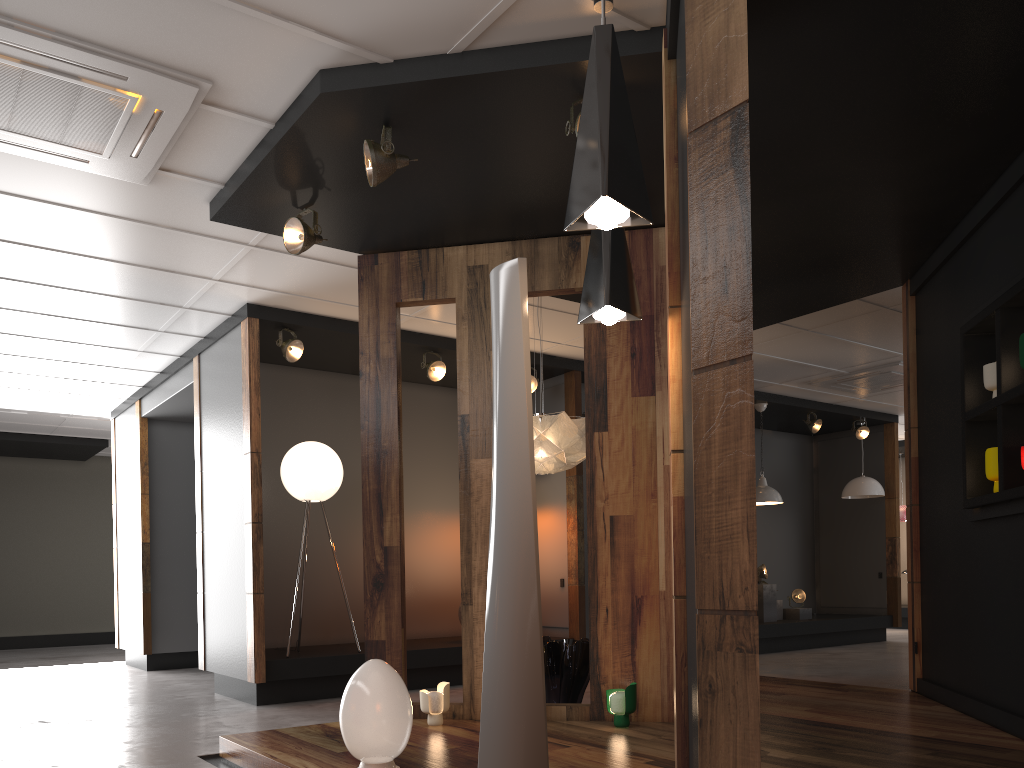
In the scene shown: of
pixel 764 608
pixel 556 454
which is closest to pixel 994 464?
pixel 556 454

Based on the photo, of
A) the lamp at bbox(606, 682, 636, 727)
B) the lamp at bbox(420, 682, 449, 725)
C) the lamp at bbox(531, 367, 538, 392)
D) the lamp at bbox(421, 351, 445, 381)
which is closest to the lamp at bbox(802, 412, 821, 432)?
the lamp at bbox(531, 367, 538, 392)

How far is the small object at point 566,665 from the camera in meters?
5.3 m

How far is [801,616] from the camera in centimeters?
1052cm

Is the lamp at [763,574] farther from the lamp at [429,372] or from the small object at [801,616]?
the lamp at [429,372]

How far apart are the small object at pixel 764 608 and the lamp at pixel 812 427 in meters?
2.0

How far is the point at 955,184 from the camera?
4.7m

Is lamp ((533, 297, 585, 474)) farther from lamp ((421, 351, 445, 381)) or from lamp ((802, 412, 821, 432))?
lamp ((802, 412, 821, 432))

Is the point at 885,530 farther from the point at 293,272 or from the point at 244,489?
the point at 293,272

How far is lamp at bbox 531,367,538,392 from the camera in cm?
817
